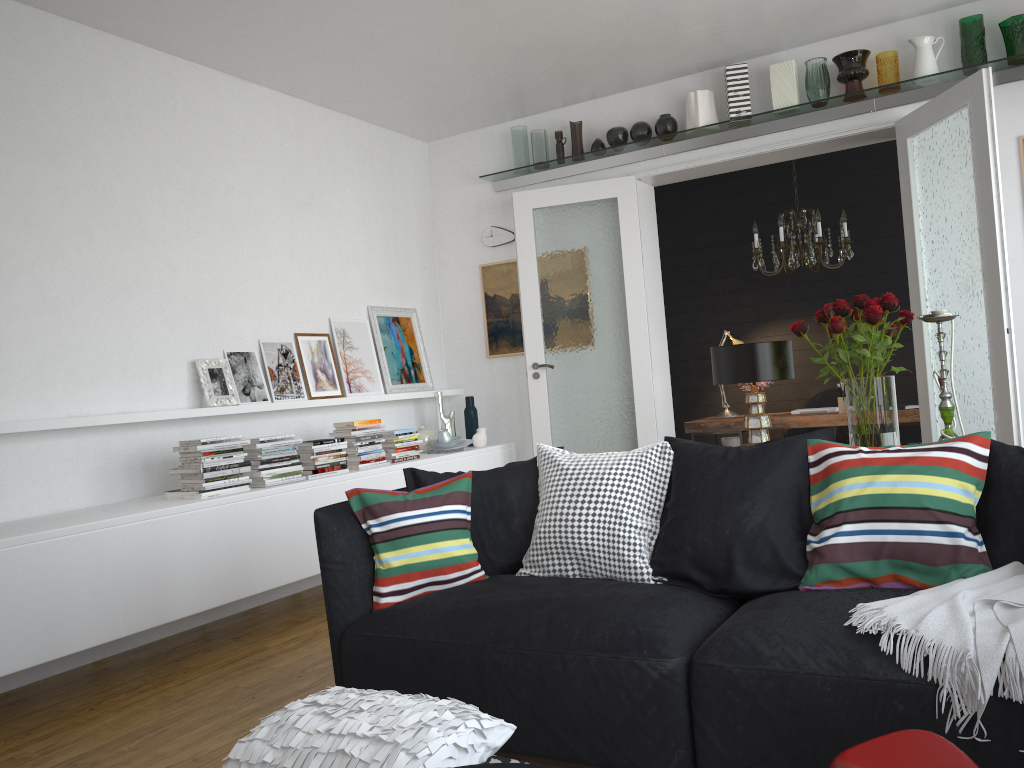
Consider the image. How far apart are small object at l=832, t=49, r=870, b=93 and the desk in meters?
2.1

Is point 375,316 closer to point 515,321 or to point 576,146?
point 515,321

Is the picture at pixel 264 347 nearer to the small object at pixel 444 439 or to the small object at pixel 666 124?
the small object at pixel 444 439

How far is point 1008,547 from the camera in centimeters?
245cm

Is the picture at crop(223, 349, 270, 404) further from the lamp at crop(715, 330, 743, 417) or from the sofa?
the lamp at crop(715, 330, 743, 417)

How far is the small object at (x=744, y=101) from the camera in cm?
550

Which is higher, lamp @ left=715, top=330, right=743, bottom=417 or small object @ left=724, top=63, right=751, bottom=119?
small object @ left=724, top=63, right=751, bottom=119

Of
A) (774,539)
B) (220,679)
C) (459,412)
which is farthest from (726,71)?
(220,679)

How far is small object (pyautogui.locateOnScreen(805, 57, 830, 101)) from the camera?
5.27m

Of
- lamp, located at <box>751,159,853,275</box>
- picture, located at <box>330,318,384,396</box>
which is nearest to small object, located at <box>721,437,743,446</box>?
lamp, located at <box>751,159,853,275</box>
